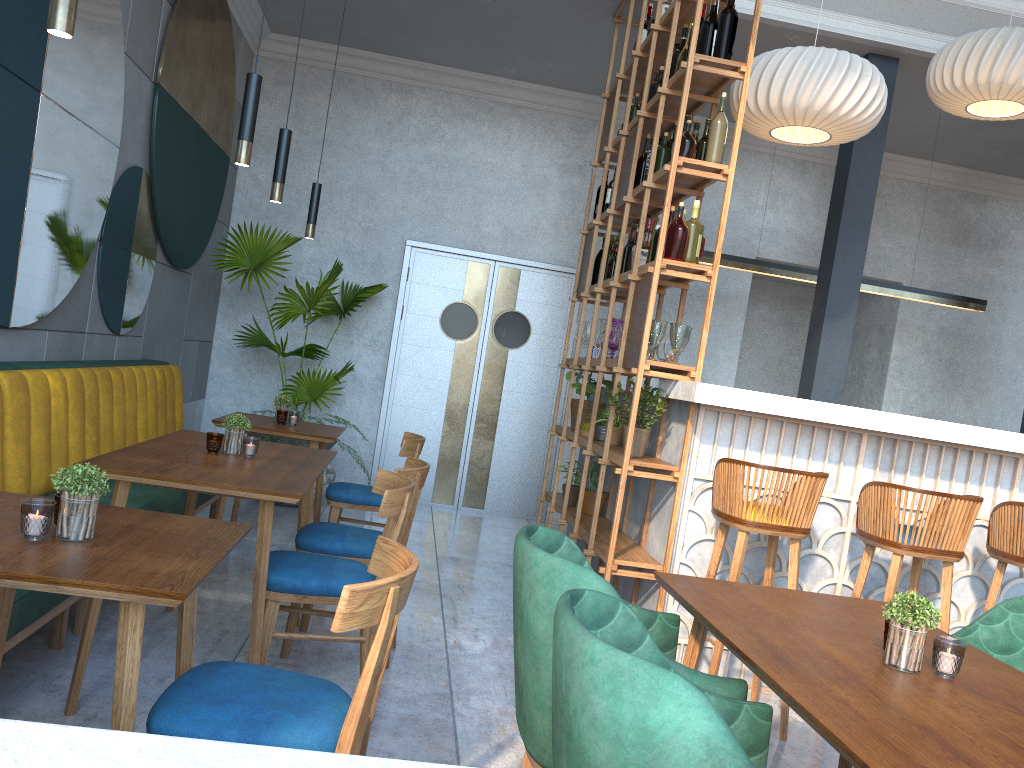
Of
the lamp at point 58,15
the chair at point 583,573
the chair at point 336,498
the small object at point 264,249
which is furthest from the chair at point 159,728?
the small object at point 264,249

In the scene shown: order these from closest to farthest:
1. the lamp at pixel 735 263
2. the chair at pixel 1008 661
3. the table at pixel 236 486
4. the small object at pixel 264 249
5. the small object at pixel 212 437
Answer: the chair at pixel 1008 661, the table at pixel 236 486, the small object at pixel 212 437, the small object at pixel 264 249, the lamp at pixel 735 263

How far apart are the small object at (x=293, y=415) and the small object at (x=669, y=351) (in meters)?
1.94

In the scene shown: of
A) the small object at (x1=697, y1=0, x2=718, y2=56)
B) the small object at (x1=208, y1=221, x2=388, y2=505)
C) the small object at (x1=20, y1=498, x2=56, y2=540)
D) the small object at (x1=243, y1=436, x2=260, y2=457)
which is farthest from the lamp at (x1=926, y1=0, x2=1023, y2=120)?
the small object at (x1=20, y1=498, x2=56, y2=540)

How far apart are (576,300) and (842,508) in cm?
230

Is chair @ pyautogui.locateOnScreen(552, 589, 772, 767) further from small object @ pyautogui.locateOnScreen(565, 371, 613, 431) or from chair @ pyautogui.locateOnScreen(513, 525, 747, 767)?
small object @ pyautogui.locateOnScreen(565, 371, 613, 431)

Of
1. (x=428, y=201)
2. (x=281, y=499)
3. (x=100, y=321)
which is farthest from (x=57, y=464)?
(x=428, y=201)

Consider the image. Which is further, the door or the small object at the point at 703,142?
the door

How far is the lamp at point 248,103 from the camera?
2.80m

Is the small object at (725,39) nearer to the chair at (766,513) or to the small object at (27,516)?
the chair at (766,513)
